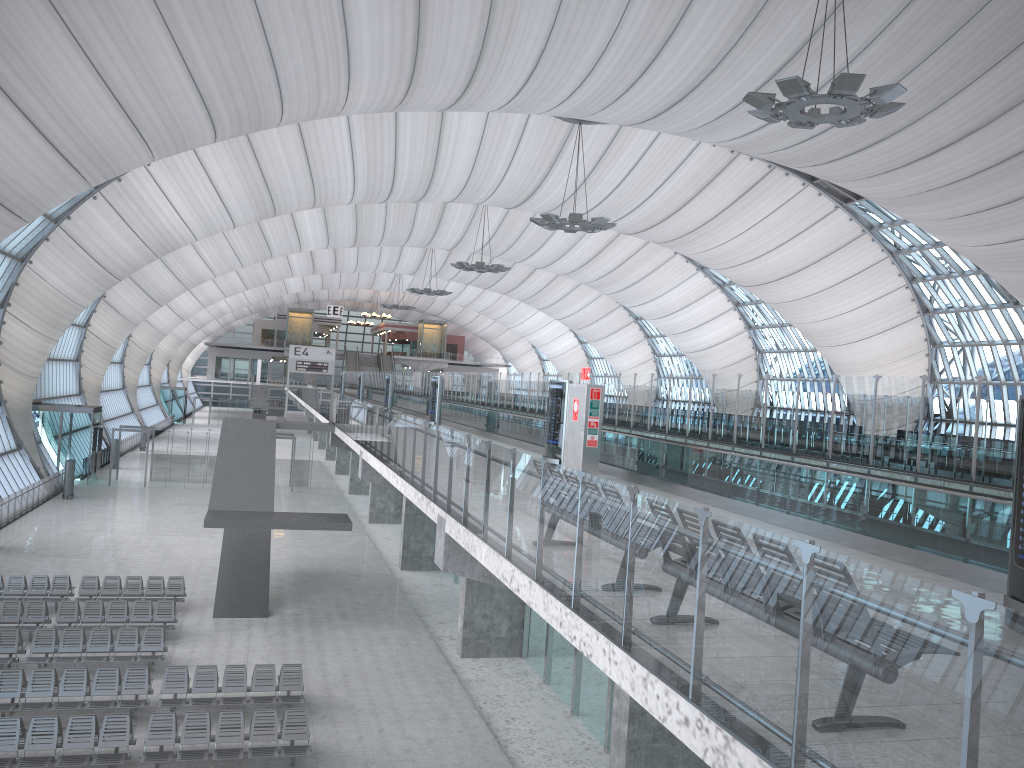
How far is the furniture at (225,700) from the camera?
16.7 meters

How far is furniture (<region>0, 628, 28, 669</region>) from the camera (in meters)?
18.02

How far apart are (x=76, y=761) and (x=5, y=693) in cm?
329

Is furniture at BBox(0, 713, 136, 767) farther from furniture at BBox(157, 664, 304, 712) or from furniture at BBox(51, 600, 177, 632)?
furniture at BBox(51, 600, 177, 632)

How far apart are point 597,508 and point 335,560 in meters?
27.0

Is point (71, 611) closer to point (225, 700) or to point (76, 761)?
point (225, 700)

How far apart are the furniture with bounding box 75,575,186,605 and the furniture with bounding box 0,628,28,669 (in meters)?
4.31

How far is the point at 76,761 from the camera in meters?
13.7 m

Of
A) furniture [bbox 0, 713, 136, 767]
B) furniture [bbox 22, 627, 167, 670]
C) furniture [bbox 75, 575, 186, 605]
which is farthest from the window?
furniture [bbox 0, 713, 136, 767]

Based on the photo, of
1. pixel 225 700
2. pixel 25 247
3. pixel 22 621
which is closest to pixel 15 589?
pixel 22 621
